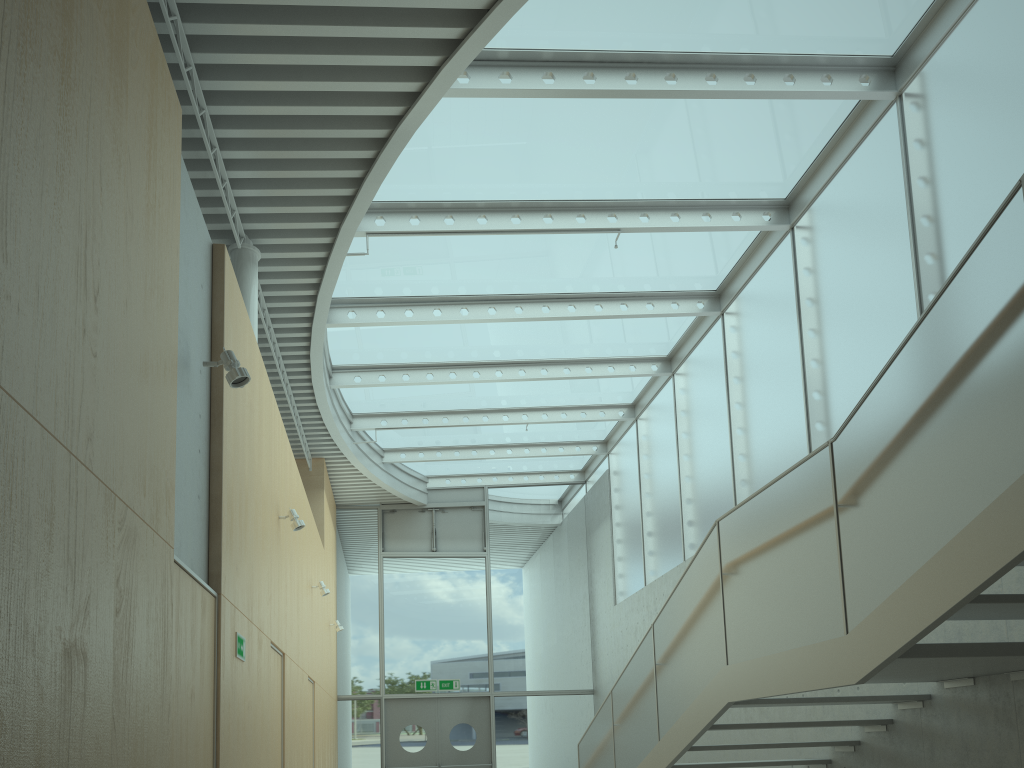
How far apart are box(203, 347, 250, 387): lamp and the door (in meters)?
11.26

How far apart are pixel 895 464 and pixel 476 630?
12.2m

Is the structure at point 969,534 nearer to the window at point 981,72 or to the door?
the window at point 981,72

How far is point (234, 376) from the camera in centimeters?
450cm

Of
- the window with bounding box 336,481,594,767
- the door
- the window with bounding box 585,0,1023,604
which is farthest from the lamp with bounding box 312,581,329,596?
the door

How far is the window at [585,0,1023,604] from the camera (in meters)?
6.04

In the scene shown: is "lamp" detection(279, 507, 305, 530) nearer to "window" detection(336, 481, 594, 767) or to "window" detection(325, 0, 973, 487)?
"window" detection(325, 0, 973, 487)

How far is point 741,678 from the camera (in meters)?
5.17

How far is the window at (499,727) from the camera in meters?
14.6 m

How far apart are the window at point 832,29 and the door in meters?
3.7
